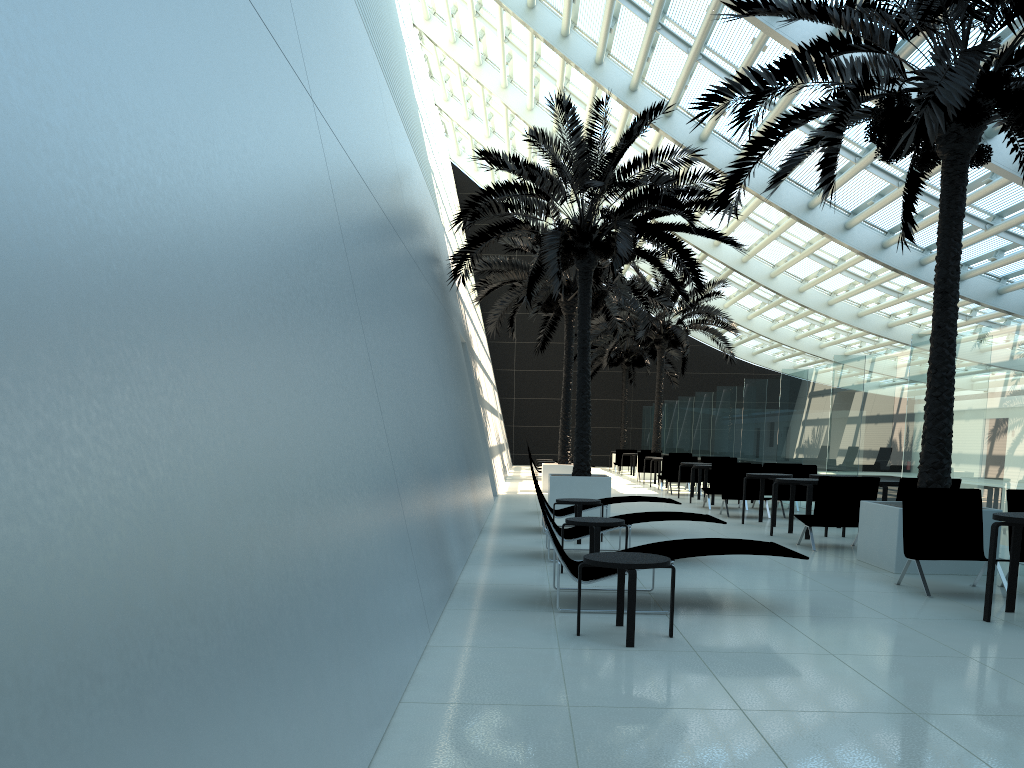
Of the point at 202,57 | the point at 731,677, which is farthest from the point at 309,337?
the point at 731,677

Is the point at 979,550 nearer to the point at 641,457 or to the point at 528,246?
the point at 528,246

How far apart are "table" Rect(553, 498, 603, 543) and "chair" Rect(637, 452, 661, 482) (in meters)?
16.15

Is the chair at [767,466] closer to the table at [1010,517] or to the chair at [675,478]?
the chair at [675,478]

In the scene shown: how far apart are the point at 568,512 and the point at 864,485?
3.66m

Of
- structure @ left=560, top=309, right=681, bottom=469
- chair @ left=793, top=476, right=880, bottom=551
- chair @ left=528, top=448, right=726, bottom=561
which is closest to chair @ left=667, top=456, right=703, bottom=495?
chair @ left=793, top=476, right=880, bottom=551

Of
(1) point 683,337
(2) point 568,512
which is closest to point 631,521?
(2) point 568,512

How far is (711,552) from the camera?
6.3m

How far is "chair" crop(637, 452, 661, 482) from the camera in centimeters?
2626cm

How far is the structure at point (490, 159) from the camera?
13.46m
